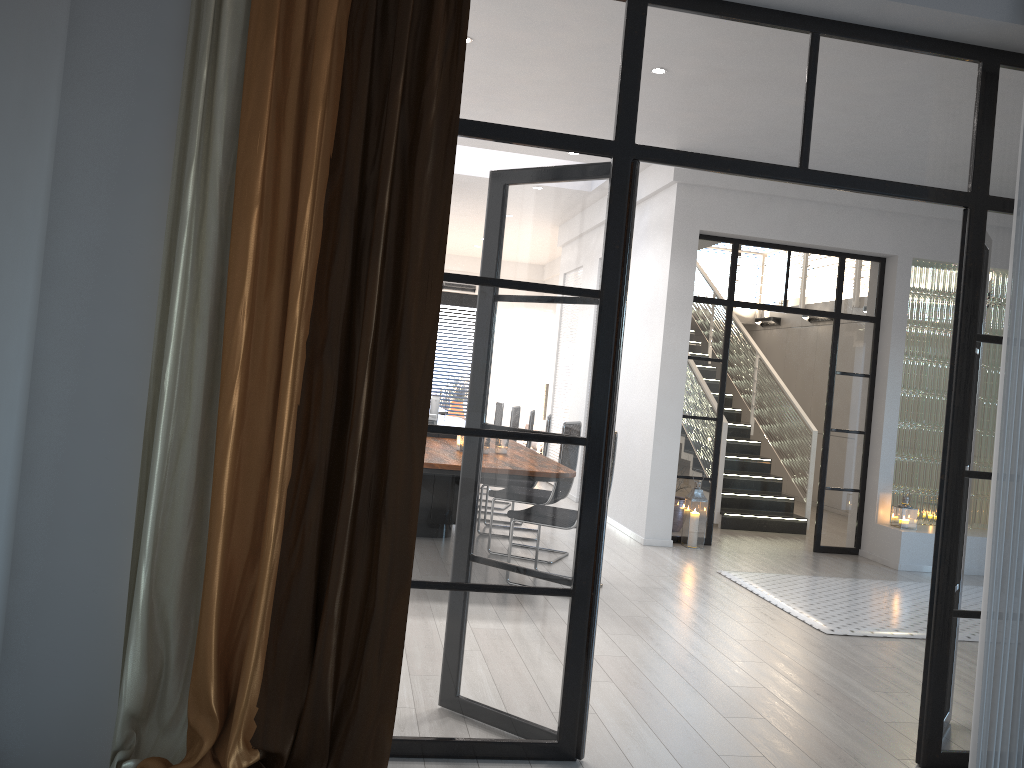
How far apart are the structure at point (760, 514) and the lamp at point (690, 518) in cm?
135

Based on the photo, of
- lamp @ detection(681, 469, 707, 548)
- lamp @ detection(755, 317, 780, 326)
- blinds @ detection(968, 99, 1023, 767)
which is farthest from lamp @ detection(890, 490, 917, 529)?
lamp @ detection(755, 317, 780, 326)

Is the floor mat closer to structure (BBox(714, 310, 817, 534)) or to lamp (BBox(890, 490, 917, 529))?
lamp (BBox(890, 490, 917, 529))

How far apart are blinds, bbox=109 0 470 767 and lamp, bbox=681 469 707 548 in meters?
5.3 m

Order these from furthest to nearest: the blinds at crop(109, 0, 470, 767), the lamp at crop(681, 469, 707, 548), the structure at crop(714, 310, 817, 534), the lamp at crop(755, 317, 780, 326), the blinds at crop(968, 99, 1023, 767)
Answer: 1. the lamp at crop(755, 317, 780, 326)
2. the structure at crop(714, 310, 817, 534)
3. the lamp at crop(681, 469, 707, 548)
4. the blinds at crop(968, 99, 1023, 767)
5. the blinds at crop(109, 0, 470, 767)

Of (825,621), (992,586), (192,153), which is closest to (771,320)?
(825,621)

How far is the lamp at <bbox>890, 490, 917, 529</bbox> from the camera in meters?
7.6

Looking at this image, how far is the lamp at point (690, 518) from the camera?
7.5m

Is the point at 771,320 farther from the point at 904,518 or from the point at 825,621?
the point at 825,621

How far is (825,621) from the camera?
5.3 meters
